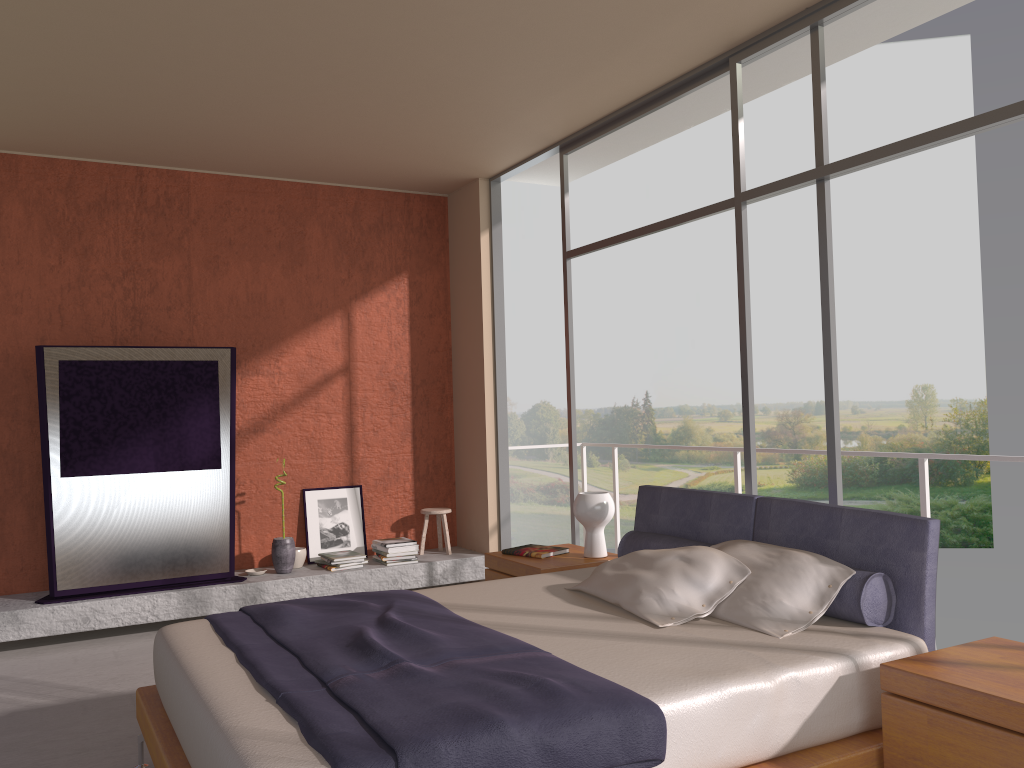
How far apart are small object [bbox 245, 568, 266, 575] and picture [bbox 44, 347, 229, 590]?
0.3 meters

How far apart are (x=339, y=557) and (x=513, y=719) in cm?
428

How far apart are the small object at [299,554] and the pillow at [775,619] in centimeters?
362cm

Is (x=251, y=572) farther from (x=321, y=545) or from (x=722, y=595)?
(x=722, y=595)

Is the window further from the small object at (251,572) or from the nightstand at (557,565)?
the small object at (251,572)

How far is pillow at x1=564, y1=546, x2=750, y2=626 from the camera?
3.29m

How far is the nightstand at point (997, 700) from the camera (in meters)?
2.35

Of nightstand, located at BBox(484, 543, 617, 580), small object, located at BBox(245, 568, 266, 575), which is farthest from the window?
small object, located at BBox(245, 568, 266, 575)

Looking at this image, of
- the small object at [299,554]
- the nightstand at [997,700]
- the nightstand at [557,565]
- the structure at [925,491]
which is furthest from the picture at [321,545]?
the nightstand at [997,700]

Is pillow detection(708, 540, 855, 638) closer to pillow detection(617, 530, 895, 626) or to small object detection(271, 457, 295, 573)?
pillow detection(617, 530, 895, 626)
